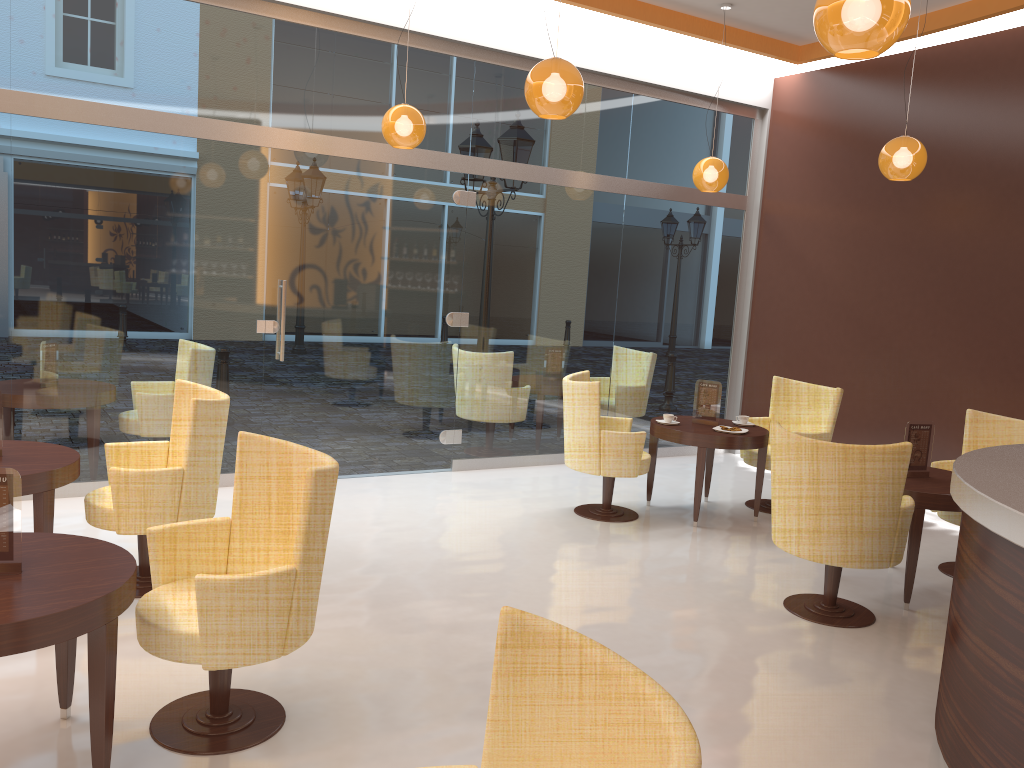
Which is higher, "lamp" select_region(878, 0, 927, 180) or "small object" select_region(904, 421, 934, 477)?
"lamp" select_region(878, 0, 927, 180)

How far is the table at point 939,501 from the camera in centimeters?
482cm

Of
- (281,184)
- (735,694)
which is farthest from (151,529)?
→ (281,184)

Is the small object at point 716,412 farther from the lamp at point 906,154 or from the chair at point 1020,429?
the lamp at point 906,154

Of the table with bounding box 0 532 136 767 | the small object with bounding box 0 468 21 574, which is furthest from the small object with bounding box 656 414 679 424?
the small object with bounding box 0 468 21 574

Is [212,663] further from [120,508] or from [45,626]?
[120,508]

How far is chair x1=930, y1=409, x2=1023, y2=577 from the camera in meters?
5.8

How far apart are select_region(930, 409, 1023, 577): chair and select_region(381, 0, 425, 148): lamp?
4.0m

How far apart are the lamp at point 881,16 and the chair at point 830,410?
4.0m

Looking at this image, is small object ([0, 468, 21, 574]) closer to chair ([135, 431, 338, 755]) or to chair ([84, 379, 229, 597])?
chair ([135, 431, 338, 755])
